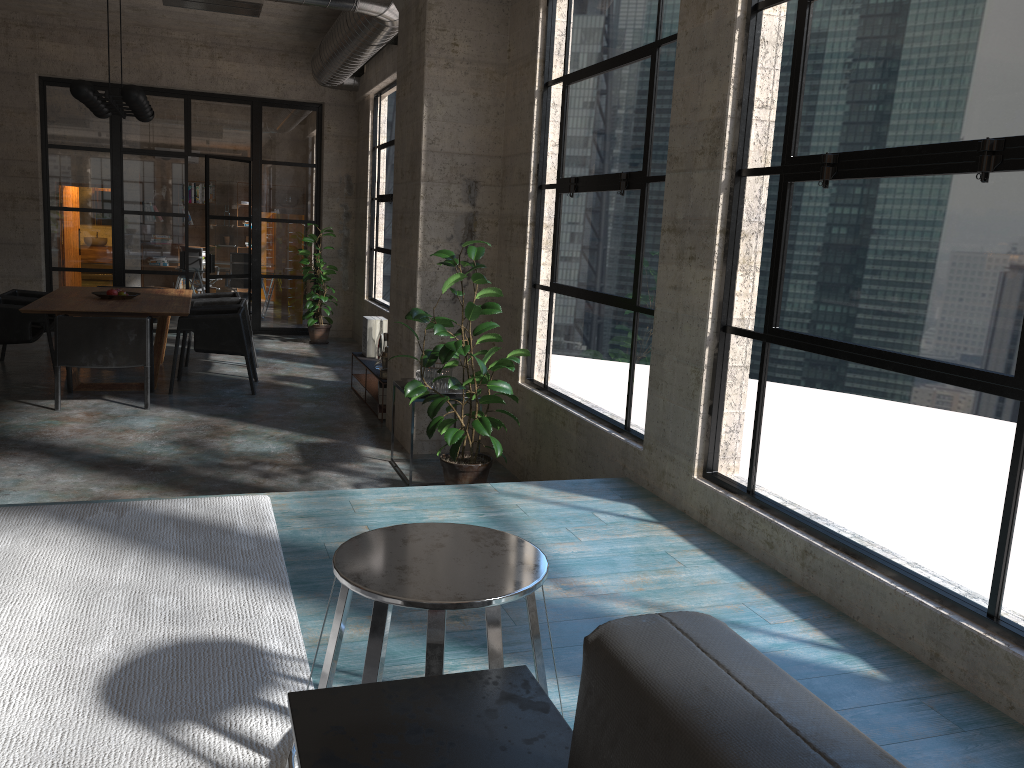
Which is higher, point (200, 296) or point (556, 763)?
point (556, 763)

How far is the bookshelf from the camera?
7.75m

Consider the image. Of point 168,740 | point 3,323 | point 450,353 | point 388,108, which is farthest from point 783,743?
point 388,108

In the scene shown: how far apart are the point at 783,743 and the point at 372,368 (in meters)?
7.06

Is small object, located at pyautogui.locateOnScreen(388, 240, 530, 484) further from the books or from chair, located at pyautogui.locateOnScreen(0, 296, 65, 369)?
chair, located at pyautogui.locateOnScreen(0, 296, 65, 369)

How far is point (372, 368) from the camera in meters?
7.7 m

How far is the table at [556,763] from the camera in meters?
1.3

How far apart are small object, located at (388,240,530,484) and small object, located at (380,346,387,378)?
1.97m

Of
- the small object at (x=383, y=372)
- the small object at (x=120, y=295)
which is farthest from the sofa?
the small object at (x=120, y=295)

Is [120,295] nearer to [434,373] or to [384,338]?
[384,338]
